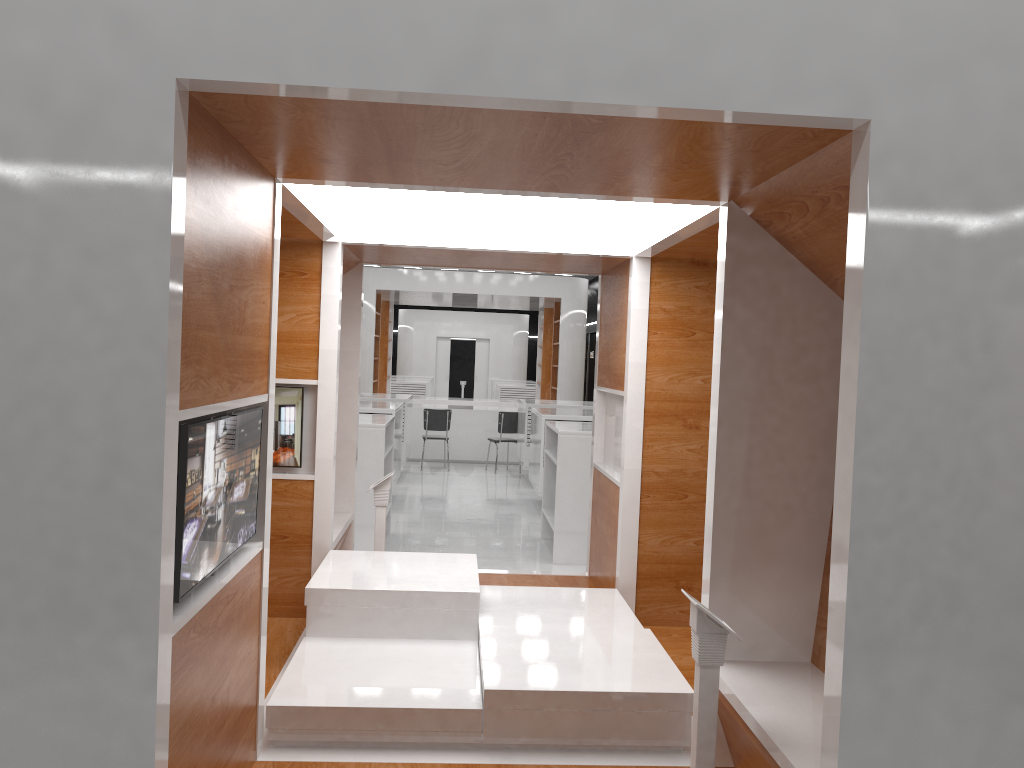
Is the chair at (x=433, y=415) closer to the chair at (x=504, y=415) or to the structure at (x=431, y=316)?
the chair at (x=504, y=415)

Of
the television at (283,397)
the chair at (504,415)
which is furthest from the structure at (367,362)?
the television at (283,397)

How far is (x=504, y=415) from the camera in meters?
14.2 m

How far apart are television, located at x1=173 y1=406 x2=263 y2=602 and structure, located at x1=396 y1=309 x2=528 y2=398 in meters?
25.4

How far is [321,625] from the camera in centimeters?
436cm

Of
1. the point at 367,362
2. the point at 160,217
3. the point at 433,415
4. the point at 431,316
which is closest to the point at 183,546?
the point at 160,217

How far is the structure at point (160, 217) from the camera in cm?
214

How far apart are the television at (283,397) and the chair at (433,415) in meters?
9.0 m

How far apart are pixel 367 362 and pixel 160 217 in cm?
1327

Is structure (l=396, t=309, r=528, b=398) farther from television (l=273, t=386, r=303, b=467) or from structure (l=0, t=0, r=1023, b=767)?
television (l=273, t=386, r=303, b=467)
